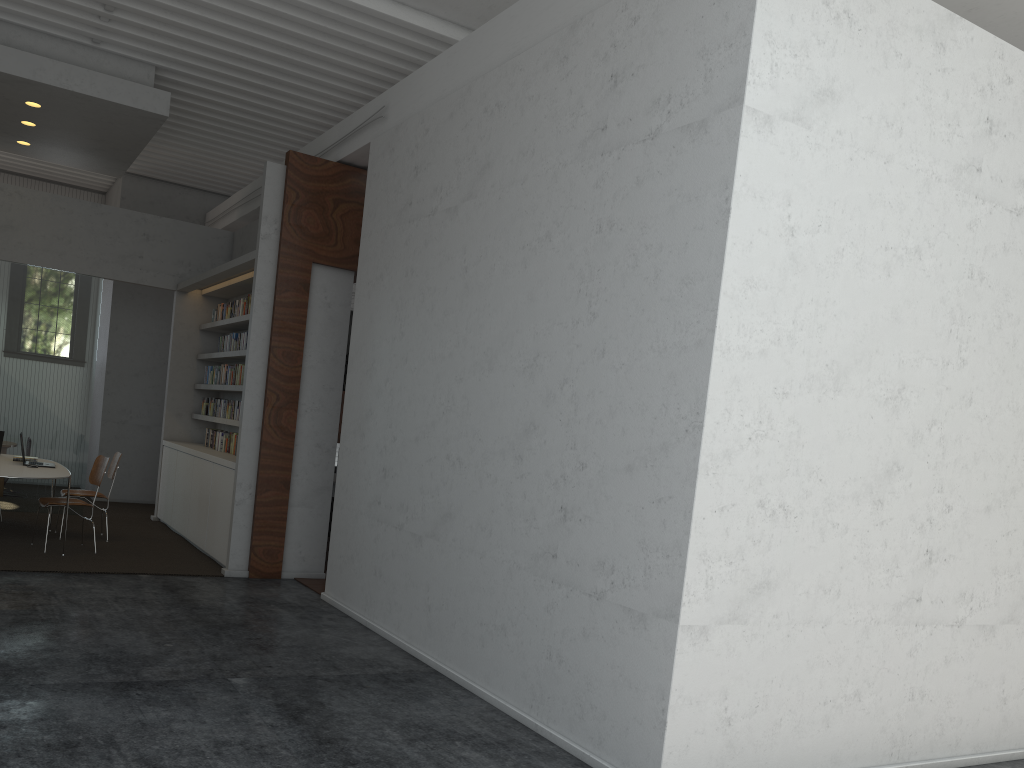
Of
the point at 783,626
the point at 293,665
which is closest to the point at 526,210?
the point at 783,626

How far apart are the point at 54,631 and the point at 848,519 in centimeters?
455cm
